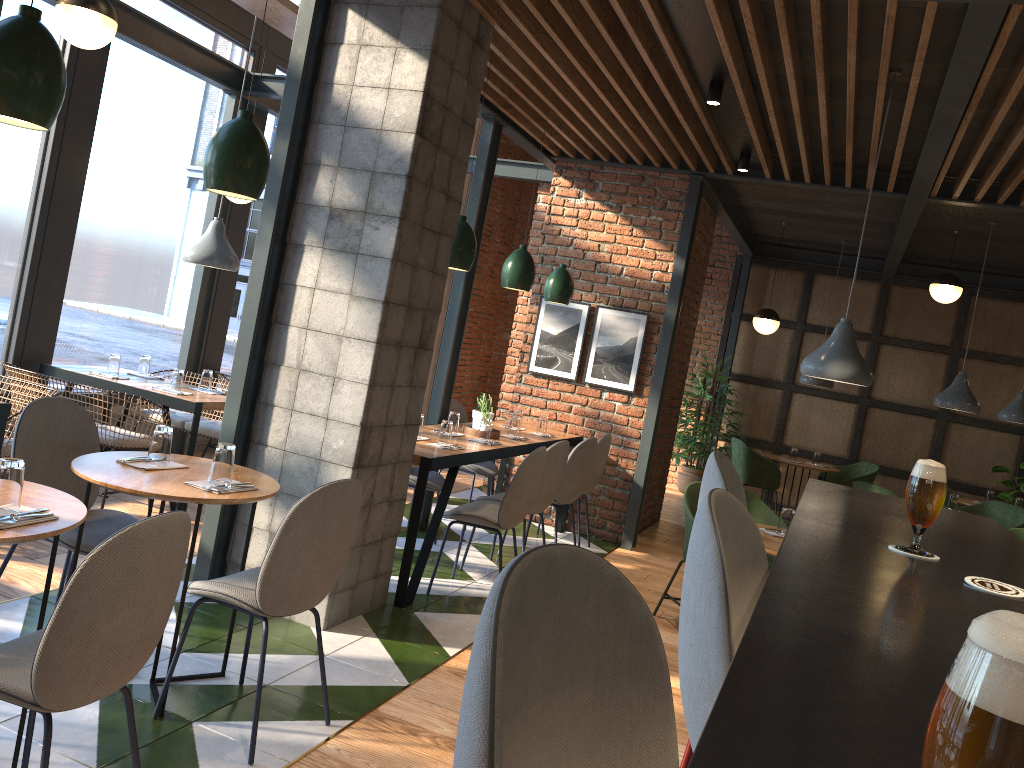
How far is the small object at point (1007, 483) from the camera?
9.14m

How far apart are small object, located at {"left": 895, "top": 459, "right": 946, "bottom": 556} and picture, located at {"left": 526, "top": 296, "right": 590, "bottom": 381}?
5.4m

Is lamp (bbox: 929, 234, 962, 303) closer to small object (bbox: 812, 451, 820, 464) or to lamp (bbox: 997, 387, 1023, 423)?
lamp (bbox: 997, 387, 1023, 423)

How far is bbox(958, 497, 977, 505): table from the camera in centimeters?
847cm

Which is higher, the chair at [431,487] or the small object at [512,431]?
the small object at [512,431]

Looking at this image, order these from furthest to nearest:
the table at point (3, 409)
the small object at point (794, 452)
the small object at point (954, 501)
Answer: the small object at point (794, 452) < the small object at point (954, 501) < the table at point (3, 409)

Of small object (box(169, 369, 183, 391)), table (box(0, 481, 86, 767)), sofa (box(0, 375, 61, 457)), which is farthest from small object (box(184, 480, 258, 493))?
small object (box(169, 369, 183, 391))

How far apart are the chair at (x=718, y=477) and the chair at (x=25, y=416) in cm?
217

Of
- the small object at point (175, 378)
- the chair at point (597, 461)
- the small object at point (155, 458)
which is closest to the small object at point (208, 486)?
the small object at point (155, 458)

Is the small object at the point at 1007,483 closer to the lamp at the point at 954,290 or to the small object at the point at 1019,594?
the lamp at the point at 954,290
